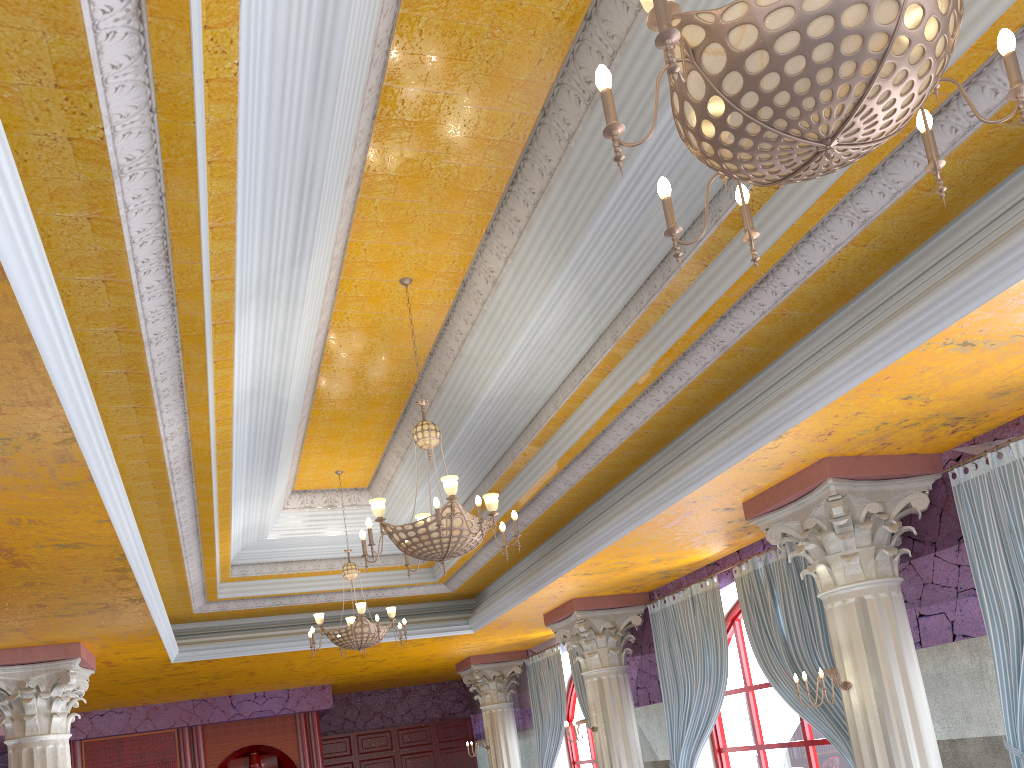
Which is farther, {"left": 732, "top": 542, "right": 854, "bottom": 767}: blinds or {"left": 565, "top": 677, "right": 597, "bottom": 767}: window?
{"left": 565, "top": 677, "right": 597, "bottom": 767}: window

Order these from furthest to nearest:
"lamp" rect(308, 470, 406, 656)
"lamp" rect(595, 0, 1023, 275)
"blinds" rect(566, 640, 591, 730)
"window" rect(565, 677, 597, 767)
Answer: "window" rect(565, 677, 597, 767)
"blinds" rect(566, 640, 591, 730)
"lamp" rect(308, 470, 406, 656)
"lamp" rect(595, 0, 1023, 275)

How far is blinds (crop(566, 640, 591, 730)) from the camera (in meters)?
12.15

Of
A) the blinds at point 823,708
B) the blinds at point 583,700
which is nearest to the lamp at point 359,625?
the blinds at point 823,708

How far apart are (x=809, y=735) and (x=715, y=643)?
1.21m

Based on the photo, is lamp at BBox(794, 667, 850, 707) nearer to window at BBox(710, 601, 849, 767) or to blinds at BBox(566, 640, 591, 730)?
window at BBox(710, 601, 849, 767)

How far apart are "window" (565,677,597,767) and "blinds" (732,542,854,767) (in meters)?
5.86

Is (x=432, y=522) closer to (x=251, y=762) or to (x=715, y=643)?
(x=715, y=643)

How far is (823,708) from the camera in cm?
736

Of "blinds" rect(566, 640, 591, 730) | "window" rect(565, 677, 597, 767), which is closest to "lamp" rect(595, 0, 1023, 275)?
"blinds" rect(566, 640, 591, 730)
